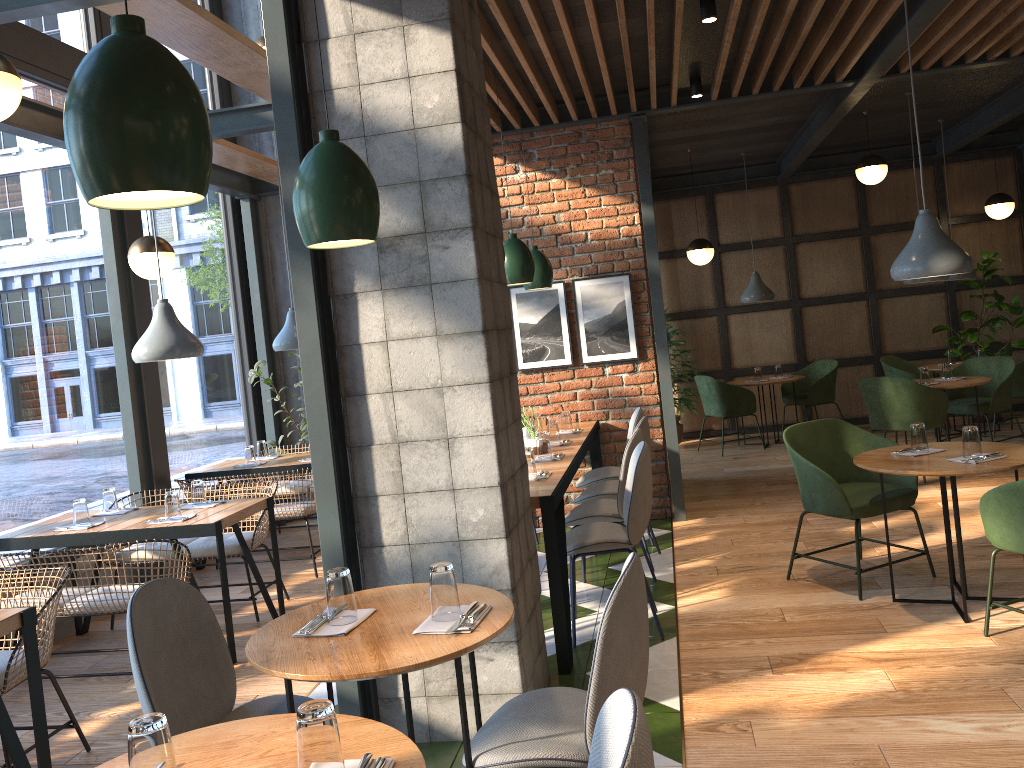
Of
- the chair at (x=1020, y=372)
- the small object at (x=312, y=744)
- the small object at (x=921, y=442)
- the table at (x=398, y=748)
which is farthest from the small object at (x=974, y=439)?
the chair at (x=1020, y=372)

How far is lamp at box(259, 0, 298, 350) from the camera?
6.5 meters

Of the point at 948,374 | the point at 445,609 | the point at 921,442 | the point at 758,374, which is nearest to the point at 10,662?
the point at 445,609

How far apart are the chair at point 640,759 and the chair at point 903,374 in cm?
818

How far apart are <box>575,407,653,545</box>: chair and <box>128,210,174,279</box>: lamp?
2.9 meters

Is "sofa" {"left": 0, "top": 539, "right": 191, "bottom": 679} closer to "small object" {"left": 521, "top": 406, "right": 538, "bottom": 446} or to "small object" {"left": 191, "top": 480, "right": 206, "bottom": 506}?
"small object" {"left": 191, "top": 480, "right": 206, "bottom": 506}

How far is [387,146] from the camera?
3.2m

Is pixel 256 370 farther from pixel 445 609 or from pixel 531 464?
pixel 445 609

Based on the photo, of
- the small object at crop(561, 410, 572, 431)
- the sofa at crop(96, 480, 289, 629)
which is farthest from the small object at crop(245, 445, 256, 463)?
the small object at crop(561, 410, 572, 431)

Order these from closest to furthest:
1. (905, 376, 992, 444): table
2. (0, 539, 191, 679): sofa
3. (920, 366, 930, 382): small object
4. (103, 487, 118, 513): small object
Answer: (0, 539, 191, 679): sofa → (103, 487, 118, 513): small object → (905, 376, 992, 444): table → (920, 366, 930, 382): small object
